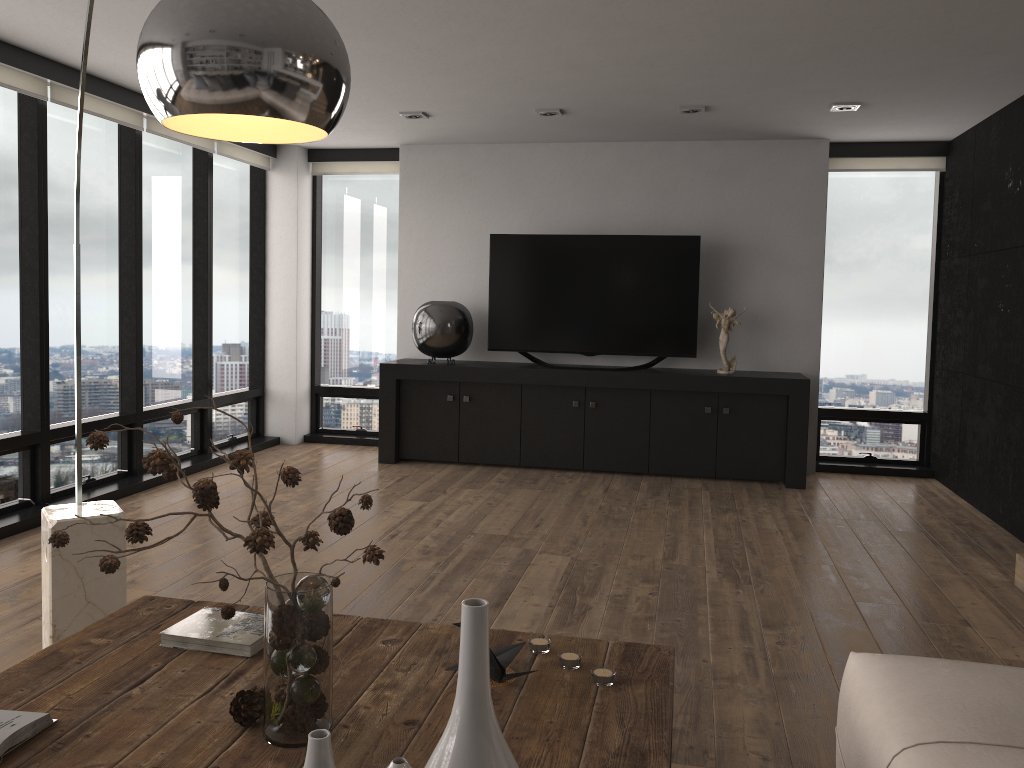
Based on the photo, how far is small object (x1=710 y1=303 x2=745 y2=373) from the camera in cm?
626

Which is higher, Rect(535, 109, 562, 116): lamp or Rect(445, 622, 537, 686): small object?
Rect(535, 109, 562, 116): lamp

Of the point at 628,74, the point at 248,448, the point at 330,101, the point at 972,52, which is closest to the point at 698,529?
the point at 628,74

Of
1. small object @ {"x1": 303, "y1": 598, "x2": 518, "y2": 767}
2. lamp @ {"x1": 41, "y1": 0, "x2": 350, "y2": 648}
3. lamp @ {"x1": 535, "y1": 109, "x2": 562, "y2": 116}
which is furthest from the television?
small object @ {"x1": 303, "y1": 598, "x2": 518, "y2": 767}

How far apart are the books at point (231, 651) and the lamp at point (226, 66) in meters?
0.9 m

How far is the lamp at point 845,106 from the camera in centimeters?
522cm

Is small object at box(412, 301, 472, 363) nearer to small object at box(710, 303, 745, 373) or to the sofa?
small object at box(710, 303, 745, 373)

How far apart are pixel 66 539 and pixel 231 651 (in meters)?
0.57

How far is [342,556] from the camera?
4.24m

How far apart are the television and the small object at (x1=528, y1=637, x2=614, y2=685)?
4.57m
